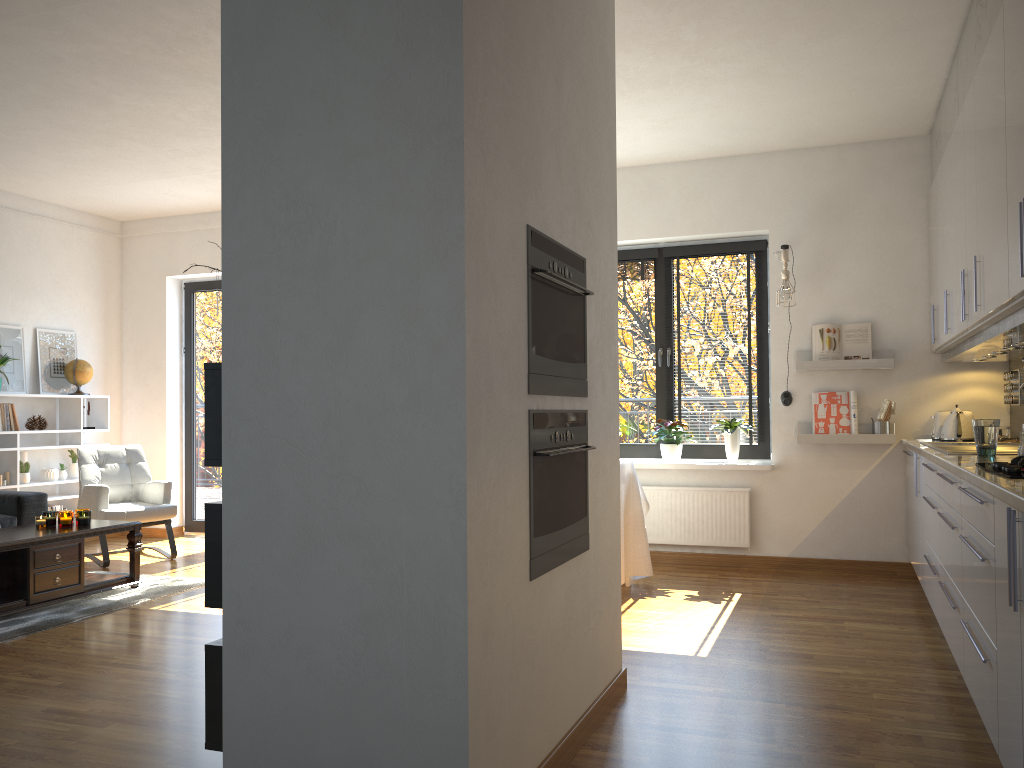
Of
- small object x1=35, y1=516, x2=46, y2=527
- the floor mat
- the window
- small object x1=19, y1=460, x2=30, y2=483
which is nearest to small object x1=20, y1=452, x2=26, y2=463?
small object x1=19, y1=460, x2=30, y2=483

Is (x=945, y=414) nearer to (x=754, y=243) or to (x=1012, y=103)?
(x=754, y=243)

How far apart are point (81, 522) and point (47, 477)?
2.1 meters

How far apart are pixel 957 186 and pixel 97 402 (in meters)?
6.55

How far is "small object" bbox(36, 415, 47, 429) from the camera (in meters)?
6.92

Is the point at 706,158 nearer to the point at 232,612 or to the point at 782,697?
the point at 782,697

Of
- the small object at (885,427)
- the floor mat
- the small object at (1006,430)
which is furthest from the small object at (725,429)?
the floor mat

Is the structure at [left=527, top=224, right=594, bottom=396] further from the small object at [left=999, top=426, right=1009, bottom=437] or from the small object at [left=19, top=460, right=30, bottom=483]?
the small object at [left=19, top=460, right=30, bottom=483]

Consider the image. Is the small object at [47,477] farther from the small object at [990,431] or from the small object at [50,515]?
the small object at [990,431]

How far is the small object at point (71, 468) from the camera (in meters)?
7.13
